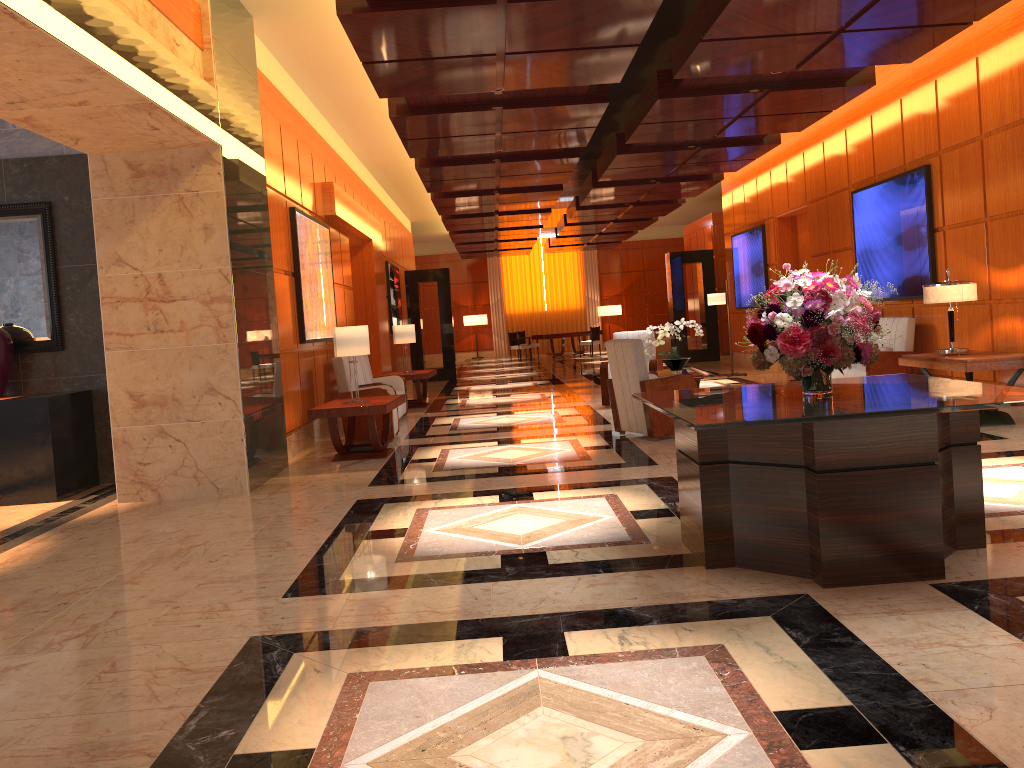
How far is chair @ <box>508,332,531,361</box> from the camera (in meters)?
26.39

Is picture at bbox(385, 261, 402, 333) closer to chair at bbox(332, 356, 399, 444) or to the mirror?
chair at bbox(332, 356, 399, 444)

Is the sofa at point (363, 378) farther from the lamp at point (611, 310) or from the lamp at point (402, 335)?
the lamp at point (611, 310)

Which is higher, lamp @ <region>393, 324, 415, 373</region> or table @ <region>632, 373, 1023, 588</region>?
lamp @ <region>393, 324, 415, 373</region>

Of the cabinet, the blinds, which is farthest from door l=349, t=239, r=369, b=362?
the blinds

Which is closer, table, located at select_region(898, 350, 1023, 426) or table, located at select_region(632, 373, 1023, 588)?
table, located at select_region(632, 373, 1023, 588)

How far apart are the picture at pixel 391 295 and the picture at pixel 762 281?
6.79m

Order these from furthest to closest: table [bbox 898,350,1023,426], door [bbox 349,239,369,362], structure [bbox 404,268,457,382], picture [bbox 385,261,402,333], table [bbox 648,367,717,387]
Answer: structure [bbox 404,268,457,382] < picture [bbox 385,261,402,333] < door [bbox 349,239,369,362] < table [bbox 648,367,717,387] < table [bbox 898,350,1023,426]

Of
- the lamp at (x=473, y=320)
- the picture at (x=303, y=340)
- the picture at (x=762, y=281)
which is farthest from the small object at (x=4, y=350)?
the lamp at (x=473, y=320)

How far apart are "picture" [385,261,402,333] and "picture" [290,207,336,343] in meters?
6.5 m
